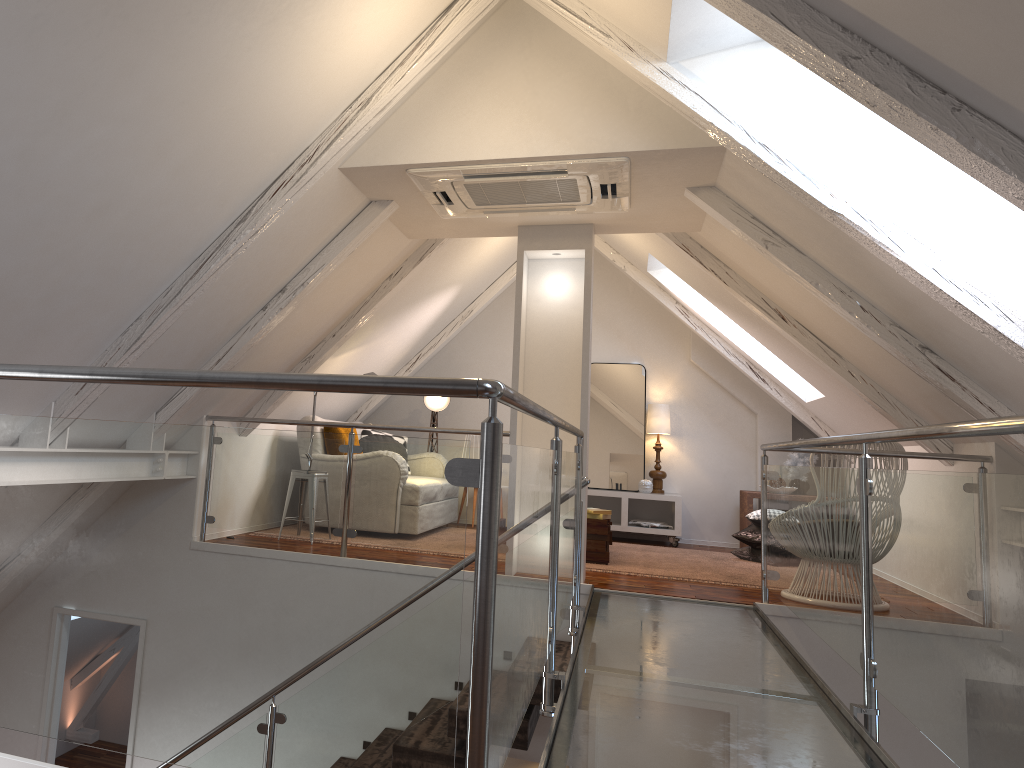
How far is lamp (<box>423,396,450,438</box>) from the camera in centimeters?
738cm

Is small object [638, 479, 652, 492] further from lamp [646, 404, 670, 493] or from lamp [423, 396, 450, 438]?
lamp [423, 396, 450, 438]

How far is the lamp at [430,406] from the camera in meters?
7.4

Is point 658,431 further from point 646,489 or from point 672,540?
point 672,540

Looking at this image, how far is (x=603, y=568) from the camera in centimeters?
514cm

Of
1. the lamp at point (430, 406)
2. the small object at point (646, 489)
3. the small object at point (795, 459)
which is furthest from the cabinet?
the lamp at point (430, 406)

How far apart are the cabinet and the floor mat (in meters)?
0.42

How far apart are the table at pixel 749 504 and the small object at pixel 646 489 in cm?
74

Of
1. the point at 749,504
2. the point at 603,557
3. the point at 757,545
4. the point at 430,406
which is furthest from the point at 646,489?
the point at 430,406

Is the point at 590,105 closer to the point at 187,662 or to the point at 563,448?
the point at 563,448
